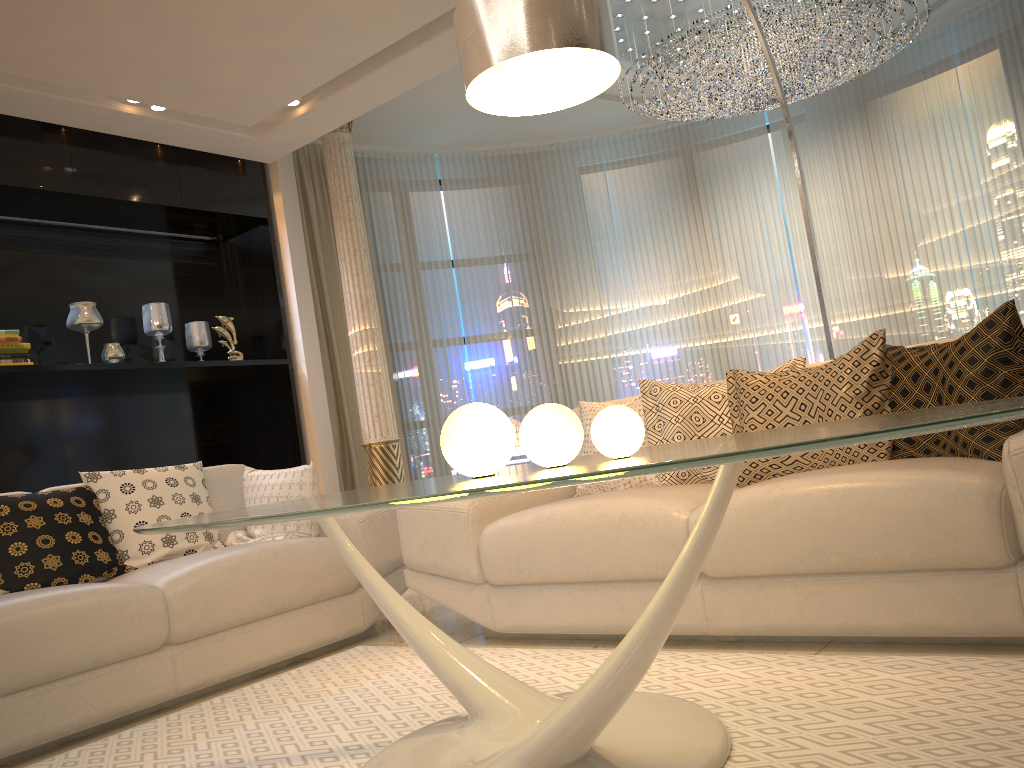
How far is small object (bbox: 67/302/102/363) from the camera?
4.8 meters

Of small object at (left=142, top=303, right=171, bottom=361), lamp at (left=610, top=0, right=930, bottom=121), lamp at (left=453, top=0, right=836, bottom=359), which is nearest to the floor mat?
lamp at (left=453, top=0, right=836, bottom=359)

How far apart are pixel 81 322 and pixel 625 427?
4.21m

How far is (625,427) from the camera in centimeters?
146cm

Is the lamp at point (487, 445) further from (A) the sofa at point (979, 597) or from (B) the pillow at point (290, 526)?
(B) the pillow at point (290, 526)

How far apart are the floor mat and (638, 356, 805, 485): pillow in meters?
0.7 m

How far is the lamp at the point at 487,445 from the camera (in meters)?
1.63

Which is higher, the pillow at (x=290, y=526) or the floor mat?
the pillow at (x=290, y=526)

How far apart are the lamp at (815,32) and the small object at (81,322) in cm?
345

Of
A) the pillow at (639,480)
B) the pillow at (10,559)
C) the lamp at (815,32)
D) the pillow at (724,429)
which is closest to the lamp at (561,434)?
the pillow at (724,429)
